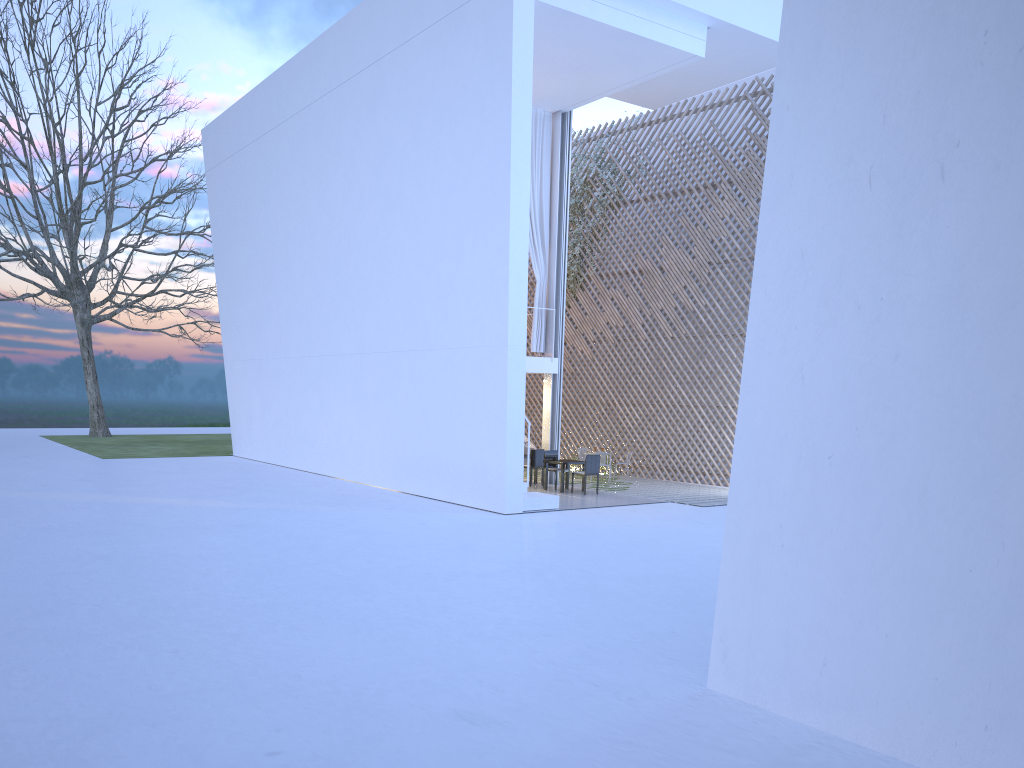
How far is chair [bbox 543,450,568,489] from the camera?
9.7 meters

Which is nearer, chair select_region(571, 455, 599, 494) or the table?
chair select_region(571, 455, 599, 494)

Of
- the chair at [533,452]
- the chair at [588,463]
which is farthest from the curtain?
the chair at [588,463]

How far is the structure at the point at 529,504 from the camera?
7.72m

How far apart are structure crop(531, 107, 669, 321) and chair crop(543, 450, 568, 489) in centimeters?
351cm

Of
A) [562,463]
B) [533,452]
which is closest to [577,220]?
[533,452]

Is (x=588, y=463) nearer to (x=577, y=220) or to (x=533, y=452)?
(x=533, y=452)

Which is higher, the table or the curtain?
the curtain

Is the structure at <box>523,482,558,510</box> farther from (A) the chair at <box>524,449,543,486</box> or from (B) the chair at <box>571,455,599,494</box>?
(A) the chair at <box>524,449,543,486</box>

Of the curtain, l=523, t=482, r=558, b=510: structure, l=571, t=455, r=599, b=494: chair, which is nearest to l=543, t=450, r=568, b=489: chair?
l=571, t=455, r=599, b=494: chair
